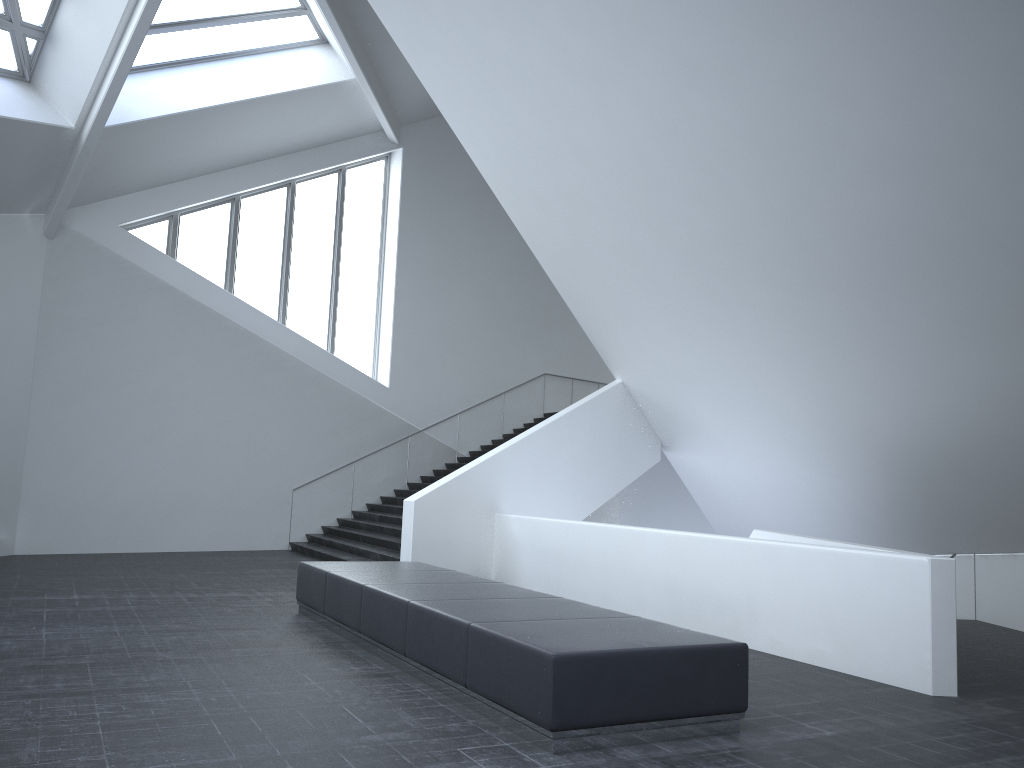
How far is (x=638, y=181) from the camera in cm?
1112

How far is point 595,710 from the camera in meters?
5.2

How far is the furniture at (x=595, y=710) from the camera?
5.21m

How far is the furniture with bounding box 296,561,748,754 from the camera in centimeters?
521cm
